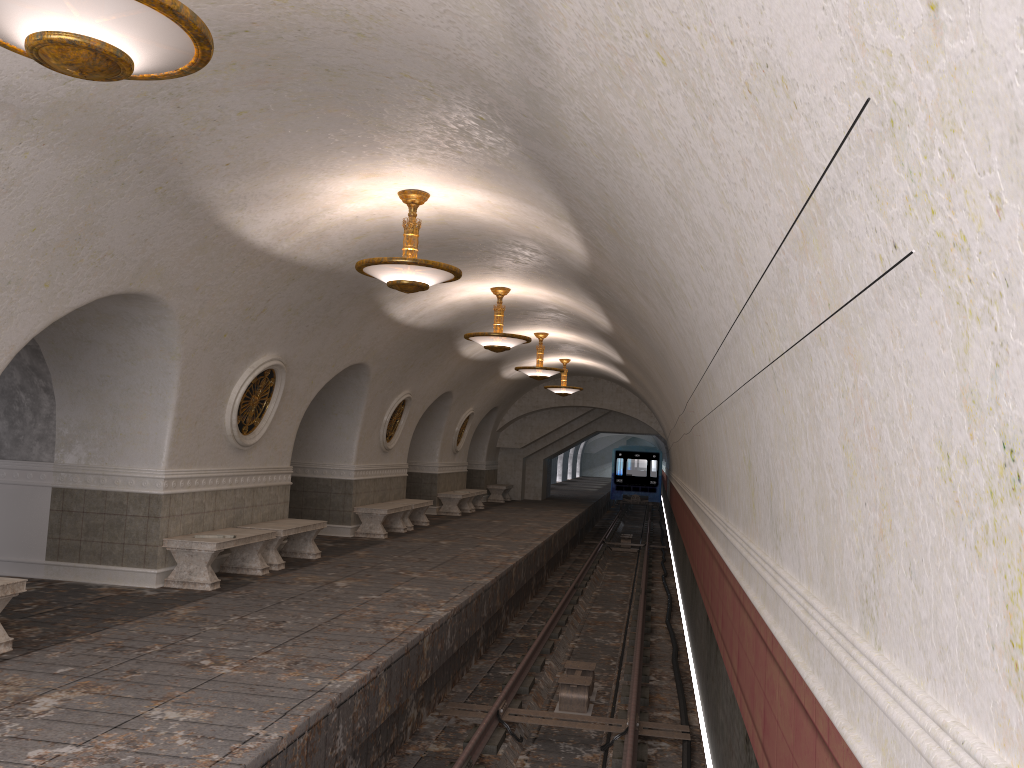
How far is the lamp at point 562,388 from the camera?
22.2 meters

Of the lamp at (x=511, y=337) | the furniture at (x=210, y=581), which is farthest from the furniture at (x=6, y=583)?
the lamp at (x=511, y=337)

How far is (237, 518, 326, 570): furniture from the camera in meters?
10.9

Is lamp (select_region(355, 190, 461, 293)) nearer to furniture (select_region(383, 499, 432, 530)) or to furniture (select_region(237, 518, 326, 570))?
furniture (select_region(237, 518, 326, 570))

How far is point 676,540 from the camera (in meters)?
21.66

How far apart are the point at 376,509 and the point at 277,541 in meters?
4.3 m

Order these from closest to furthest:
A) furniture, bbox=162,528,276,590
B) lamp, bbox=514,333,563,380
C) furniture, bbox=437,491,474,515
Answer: furniture, bbox=162,528,276,590 → lamp, bbox=514,333,563,380 → furniture, bbox=437,491,474,515

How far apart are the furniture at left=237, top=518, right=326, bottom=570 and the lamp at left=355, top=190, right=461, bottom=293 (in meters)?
4.03

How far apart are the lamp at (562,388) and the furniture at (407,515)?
5.6 meters

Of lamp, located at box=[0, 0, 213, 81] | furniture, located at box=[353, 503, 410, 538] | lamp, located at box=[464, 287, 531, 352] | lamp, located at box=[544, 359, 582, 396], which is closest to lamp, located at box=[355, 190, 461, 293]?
lamp, located at box=[0, 0, 213, 81]
